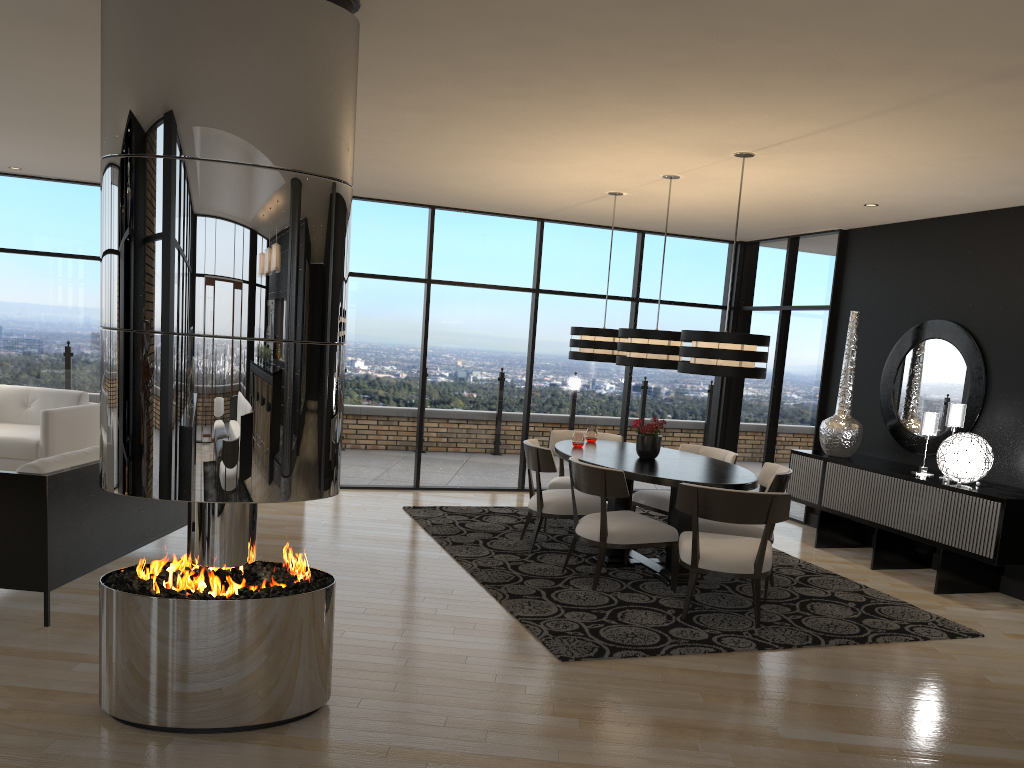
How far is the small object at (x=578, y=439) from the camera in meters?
6.7

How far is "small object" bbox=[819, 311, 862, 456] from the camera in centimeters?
727cm

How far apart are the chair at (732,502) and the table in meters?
0.3 m

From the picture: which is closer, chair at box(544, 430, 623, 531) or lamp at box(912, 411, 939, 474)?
lamp at box(912, 411, 939, 474)

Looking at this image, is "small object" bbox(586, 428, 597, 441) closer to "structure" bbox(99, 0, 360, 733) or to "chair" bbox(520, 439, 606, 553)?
"chair" bbox(520, 439, 606, 553)

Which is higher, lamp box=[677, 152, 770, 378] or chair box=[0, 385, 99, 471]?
lamp box=[677, 152, 770, 378]

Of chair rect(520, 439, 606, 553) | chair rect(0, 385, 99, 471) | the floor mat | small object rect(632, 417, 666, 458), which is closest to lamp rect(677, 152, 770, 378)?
small object rect(632, 417, 666, 458)

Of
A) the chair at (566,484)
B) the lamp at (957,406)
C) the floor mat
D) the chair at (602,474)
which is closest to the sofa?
the floor mat

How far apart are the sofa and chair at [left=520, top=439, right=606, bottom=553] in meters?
2.4 m

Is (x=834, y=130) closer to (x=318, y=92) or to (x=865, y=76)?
(x=865, y=76)
